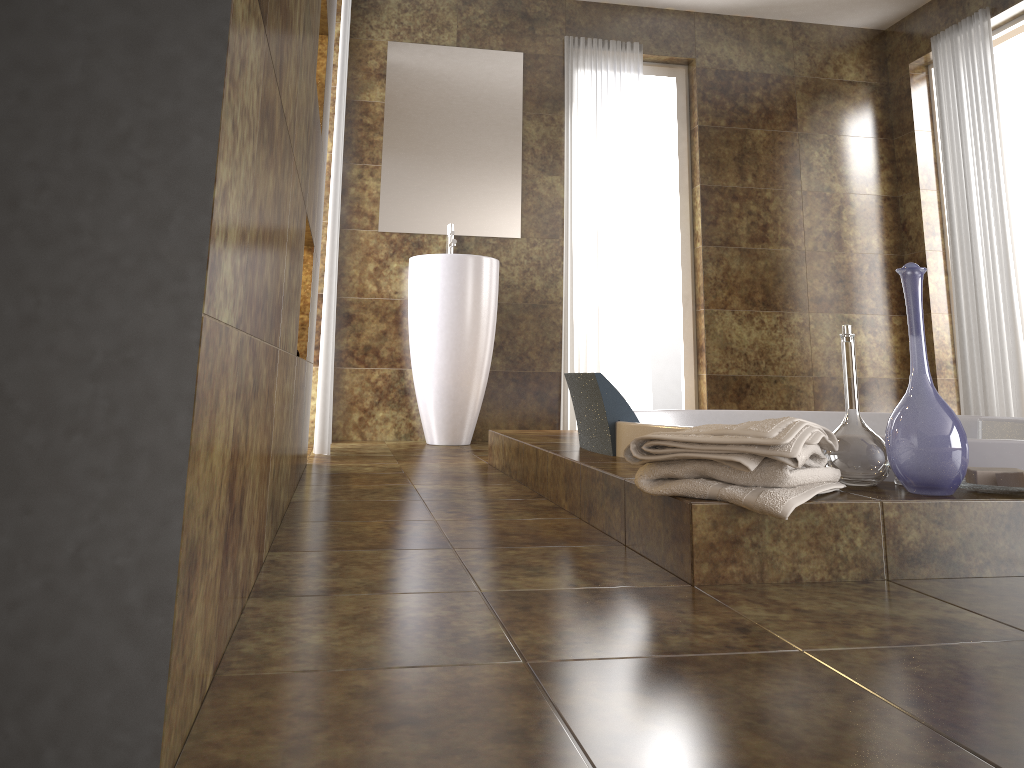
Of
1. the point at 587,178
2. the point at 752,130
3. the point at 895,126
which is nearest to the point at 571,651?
the point at 587,178

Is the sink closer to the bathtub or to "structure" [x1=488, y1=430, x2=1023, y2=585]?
"structure" [x1=488, y1=430, x2=1023, y2=585]

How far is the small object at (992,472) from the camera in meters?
1.6

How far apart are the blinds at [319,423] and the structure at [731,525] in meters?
0.7 m

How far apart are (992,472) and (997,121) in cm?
335

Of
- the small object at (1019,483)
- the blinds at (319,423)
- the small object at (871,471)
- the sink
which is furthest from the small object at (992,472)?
the sink

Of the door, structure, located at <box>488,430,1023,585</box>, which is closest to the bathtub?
structure, located at <box>488,430,1023,585</box>

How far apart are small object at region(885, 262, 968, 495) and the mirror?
3.17m

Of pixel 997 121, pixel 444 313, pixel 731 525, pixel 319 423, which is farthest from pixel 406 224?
pixel 731 525

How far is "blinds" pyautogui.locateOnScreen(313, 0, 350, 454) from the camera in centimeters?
341cm
